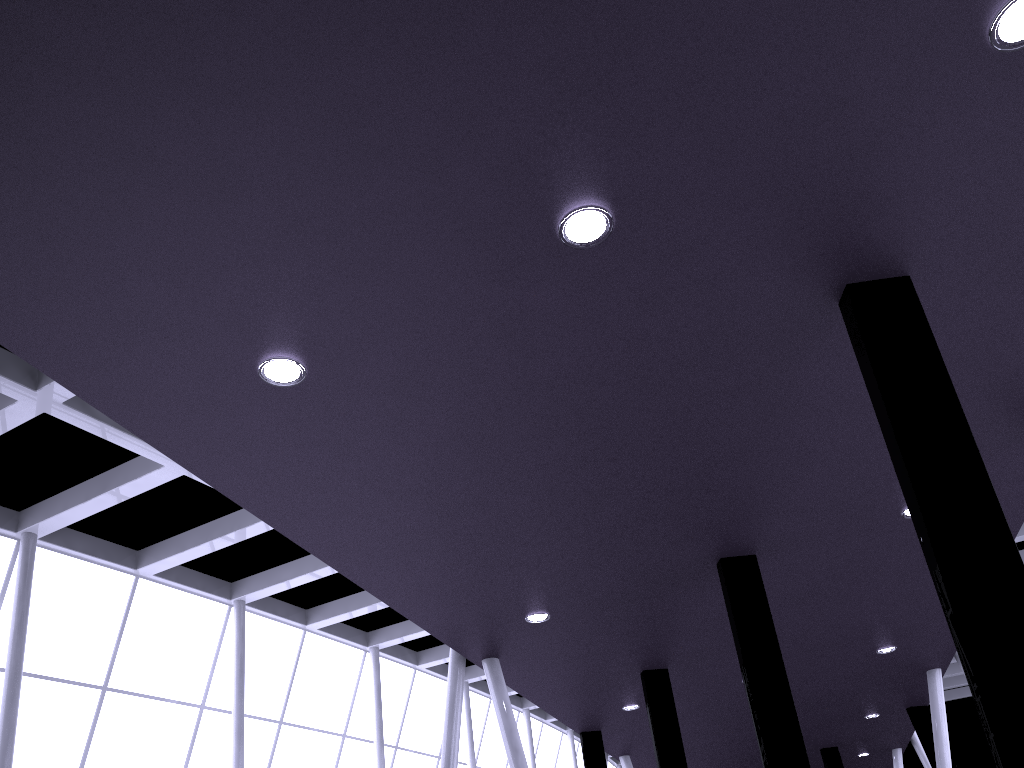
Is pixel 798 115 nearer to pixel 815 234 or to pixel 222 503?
pixel 815 234
